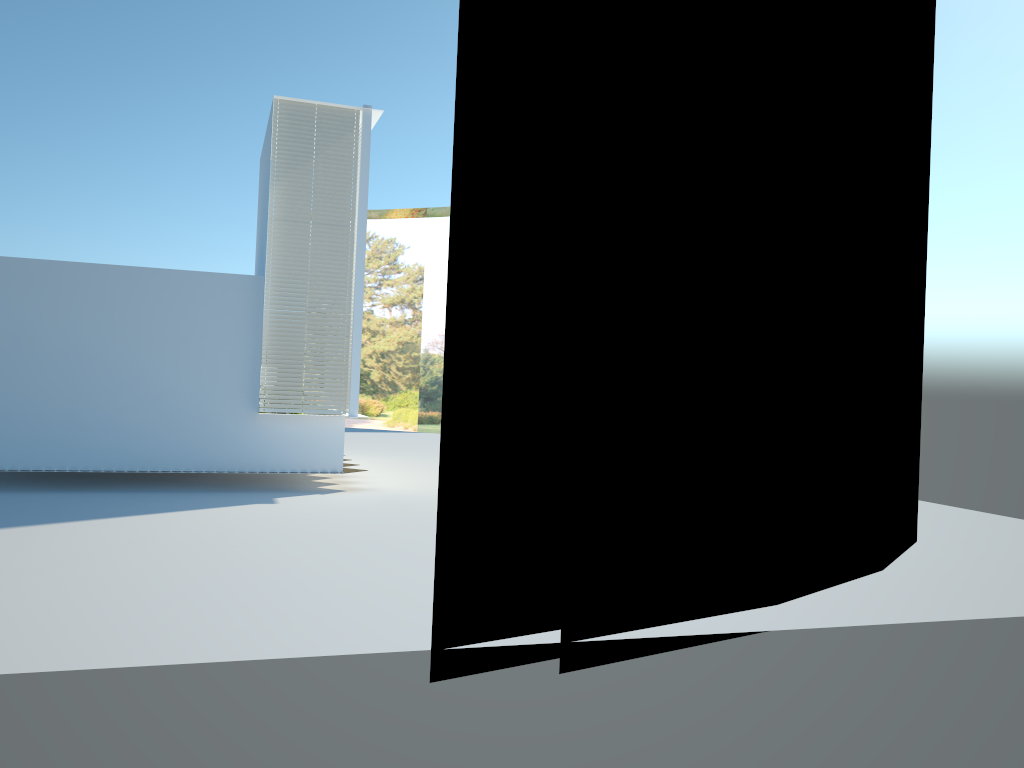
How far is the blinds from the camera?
12.0m

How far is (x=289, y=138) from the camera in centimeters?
1196cm

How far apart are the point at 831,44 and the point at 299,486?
9.0m

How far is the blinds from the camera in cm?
1196
